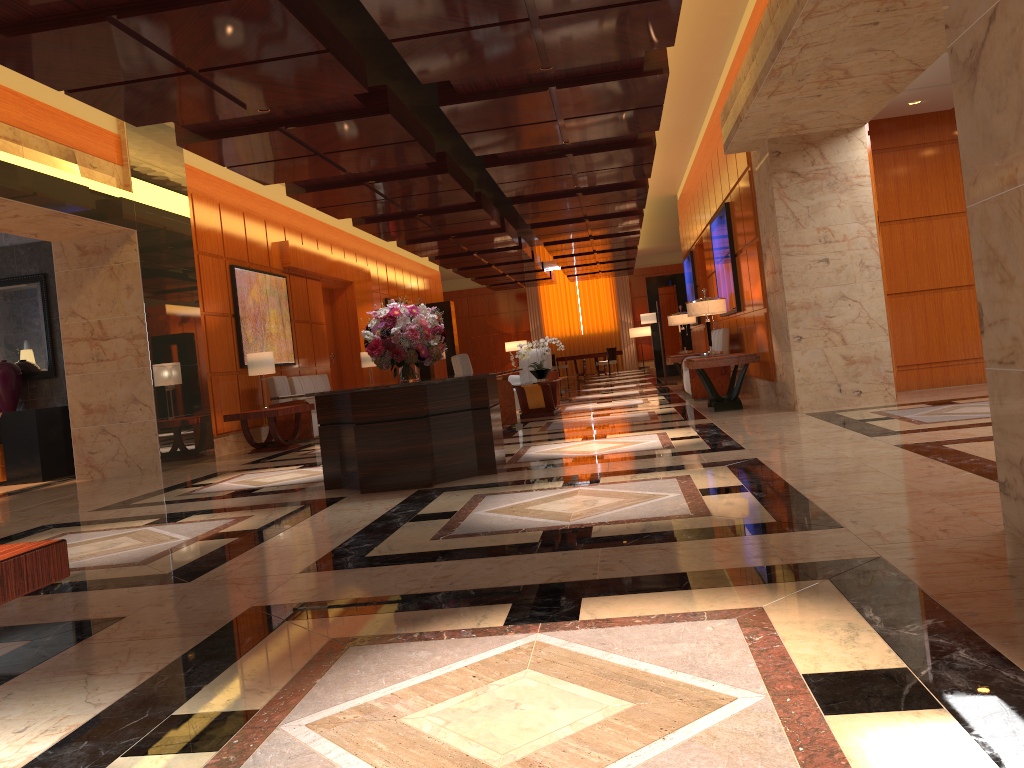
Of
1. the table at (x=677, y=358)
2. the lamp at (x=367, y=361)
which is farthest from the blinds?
the table at (x=677, y=358)

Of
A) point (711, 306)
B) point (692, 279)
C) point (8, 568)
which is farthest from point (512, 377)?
point (8, 568)

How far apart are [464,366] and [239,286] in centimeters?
390cm

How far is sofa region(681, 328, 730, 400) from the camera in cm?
1180

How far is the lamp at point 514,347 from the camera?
32.8 meters

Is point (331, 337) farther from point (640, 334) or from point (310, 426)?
point (640, 334)

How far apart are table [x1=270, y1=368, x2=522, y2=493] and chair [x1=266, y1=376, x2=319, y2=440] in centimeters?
581cm

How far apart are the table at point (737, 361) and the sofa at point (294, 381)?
6.3m

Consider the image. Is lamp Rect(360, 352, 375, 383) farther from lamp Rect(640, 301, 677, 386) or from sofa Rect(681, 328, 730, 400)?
sofa Rect(681, 328, 730, 400)

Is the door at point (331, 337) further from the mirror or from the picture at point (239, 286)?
the mirror
